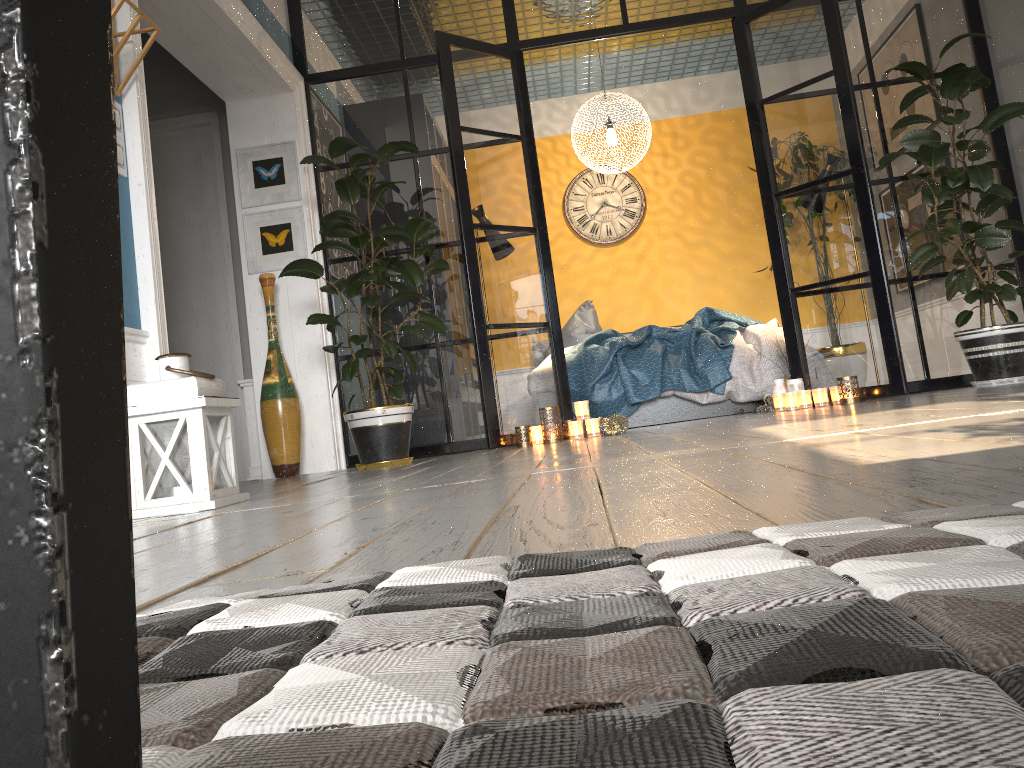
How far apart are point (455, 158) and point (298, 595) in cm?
429

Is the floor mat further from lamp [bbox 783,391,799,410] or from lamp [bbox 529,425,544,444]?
lamp [bbox 783,391,799,410]

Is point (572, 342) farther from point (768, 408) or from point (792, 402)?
point (792, 402)

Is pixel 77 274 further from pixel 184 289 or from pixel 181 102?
pixel 181 102

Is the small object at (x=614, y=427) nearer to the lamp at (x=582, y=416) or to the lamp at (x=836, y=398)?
the lamp at (x=582, y=416)

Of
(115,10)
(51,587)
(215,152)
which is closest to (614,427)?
(115,10)

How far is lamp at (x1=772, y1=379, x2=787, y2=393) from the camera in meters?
4.9

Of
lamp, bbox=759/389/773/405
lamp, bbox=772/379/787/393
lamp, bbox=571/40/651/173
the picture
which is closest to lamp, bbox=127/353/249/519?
the picture

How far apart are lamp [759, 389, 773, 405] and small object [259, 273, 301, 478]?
2.7 meters

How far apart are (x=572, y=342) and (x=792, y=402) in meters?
2.4
